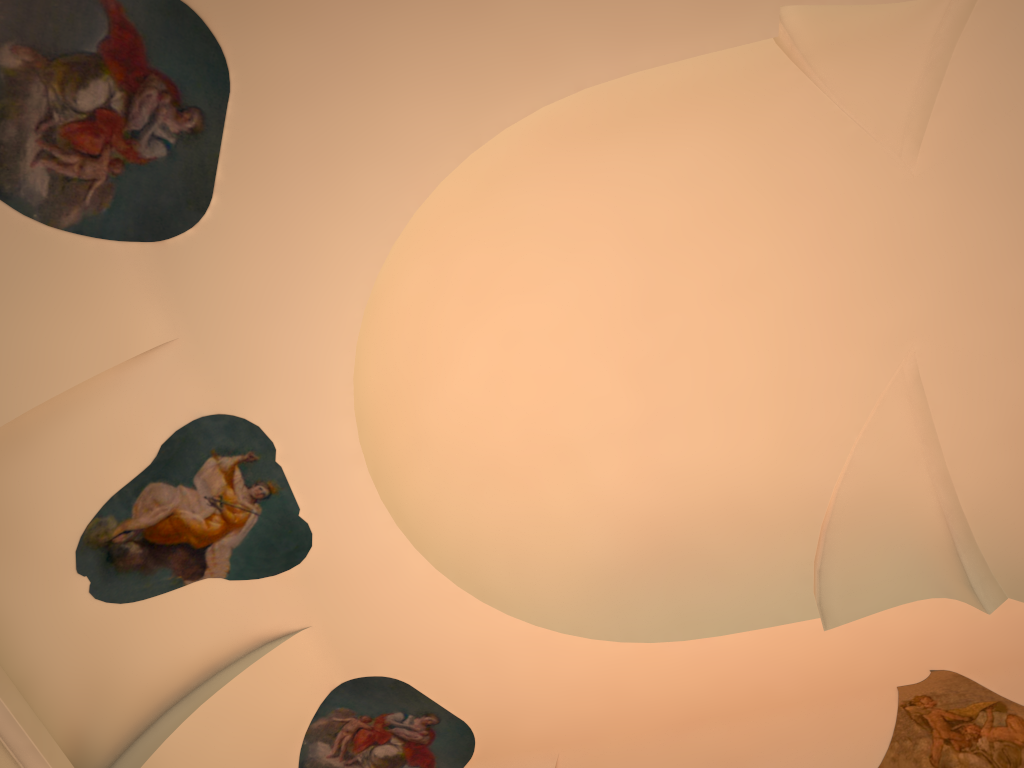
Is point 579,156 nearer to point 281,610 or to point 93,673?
point 281,610
